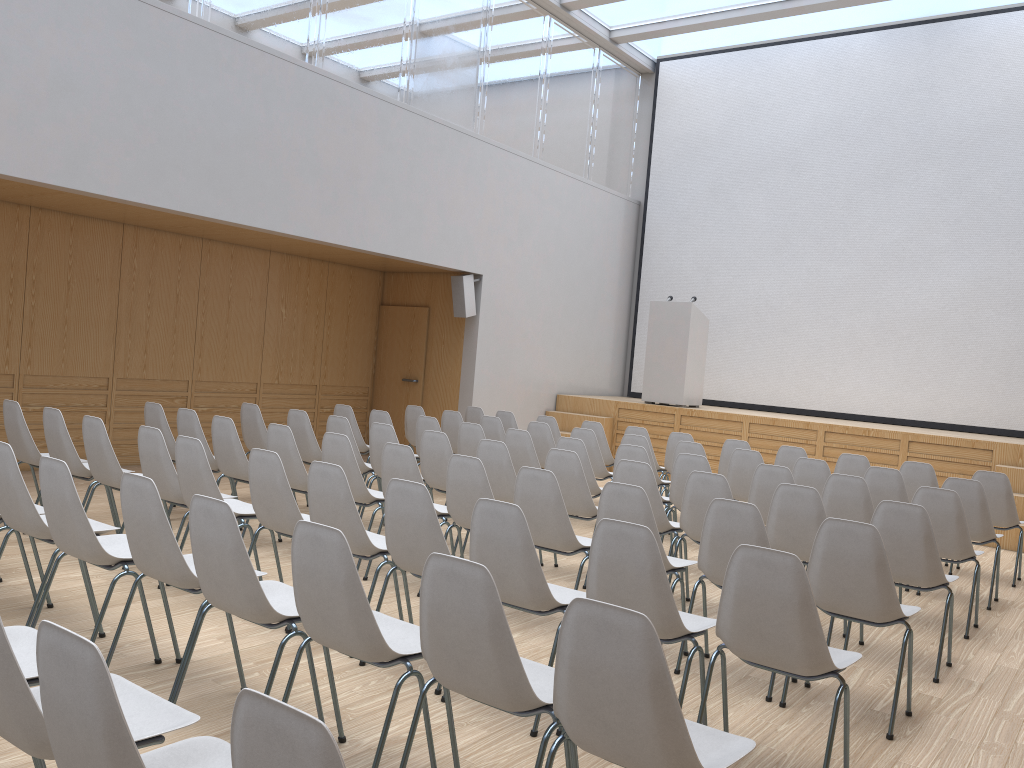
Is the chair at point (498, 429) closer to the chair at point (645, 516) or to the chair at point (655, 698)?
the chair at point (645, 516)

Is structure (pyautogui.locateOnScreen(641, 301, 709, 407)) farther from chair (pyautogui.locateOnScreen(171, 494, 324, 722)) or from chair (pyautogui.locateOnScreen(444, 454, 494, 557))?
chair (pyautogui.locateOnScreen(171, 494, 324, 722))

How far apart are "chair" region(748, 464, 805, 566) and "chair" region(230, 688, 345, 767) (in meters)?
5.00

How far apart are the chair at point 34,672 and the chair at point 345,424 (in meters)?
4.21

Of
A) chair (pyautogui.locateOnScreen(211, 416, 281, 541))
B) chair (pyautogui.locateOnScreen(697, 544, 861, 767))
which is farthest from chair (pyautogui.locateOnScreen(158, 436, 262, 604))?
chair (pyautogui.locateOnScreen(697, 544, 861, 767))

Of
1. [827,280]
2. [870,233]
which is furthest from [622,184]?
[870,233]

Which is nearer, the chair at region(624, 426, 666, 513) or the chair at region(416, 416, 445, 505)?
the chair at region(416, 416, 445, 505)

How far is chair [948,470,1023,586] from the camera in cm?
693

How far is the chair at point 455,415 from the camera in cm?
888

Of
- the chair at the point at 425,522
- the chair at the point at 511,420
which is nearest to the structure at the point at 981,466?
the chair at the point at 511,420
